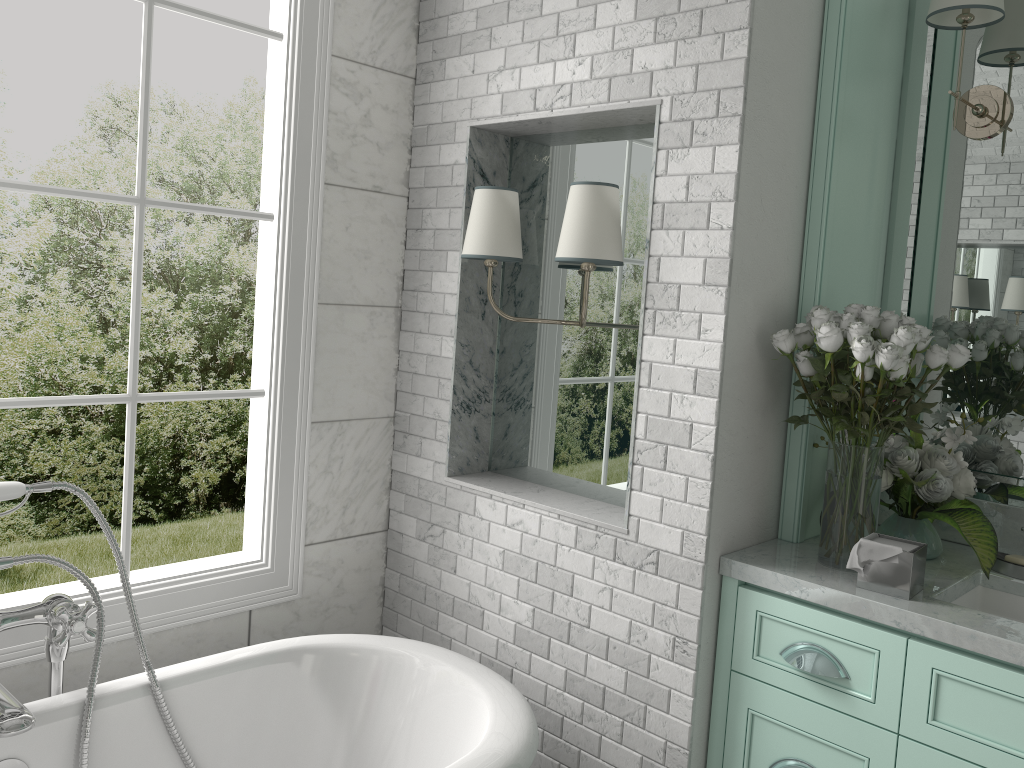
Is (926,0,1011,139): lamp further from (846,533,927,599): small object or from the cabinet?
the cabinet

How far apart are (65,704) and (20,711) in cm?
20

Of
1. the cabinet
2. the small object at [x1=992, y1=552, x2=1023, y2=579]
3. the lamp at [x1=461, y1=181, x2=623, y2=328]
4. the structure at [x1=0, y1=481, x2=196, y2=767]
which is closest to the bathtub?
the structure at [x1=0, y1=481, x2=196, y2=767]

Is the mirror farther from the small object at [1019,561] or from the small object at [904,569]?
the small object at [904,569]

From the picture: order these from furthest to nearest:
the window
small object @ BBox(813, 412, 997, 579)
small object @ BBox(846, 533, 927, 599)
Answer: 1. the window
2. small object @ BBox(813, 412, 997, 579)
3. small object @ BBox(846, 533, 927, 599)

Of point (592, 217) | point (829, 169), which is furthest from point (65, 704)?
point (829, 169)

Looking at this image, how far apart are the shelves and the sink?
0.4m

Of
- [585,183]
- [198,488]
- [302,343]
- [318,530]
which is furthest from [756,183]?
[198,488]

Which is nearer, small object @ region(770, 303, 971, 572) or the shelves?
small object @ region(770, 303, 971, 572)

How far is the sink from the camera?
2.2 meters
